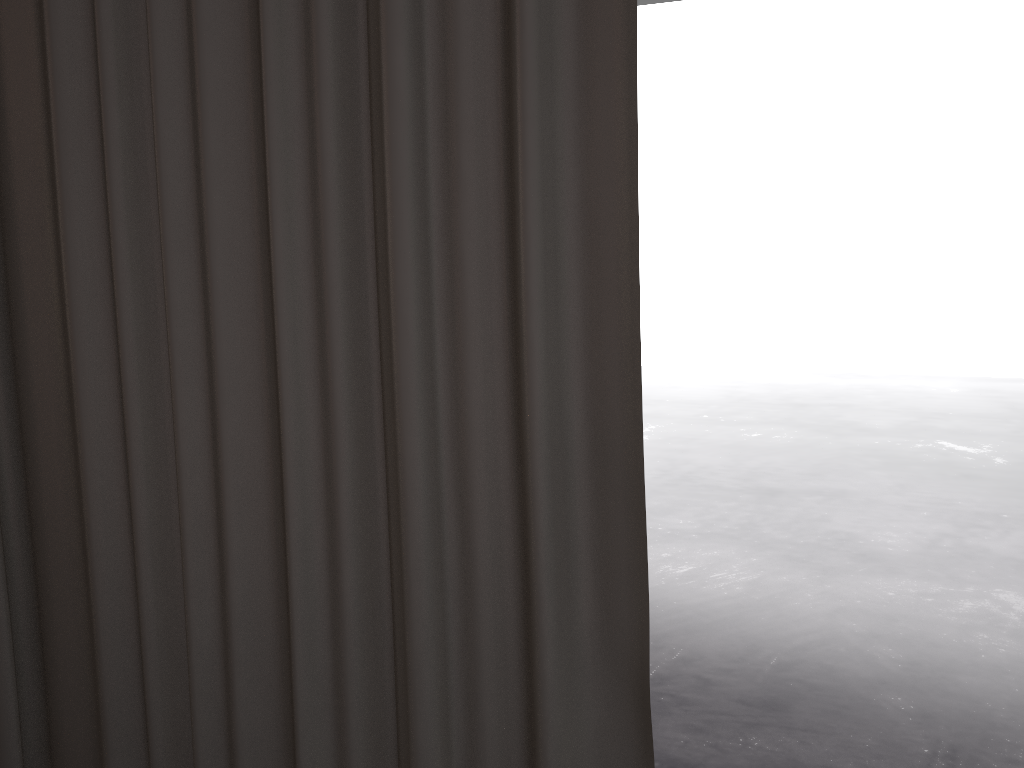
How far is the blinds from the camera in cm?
65

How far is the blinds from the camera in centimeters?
65cm

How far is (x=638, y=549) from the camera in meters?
0.6

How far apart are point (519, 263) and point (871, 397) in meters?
5.8 m
